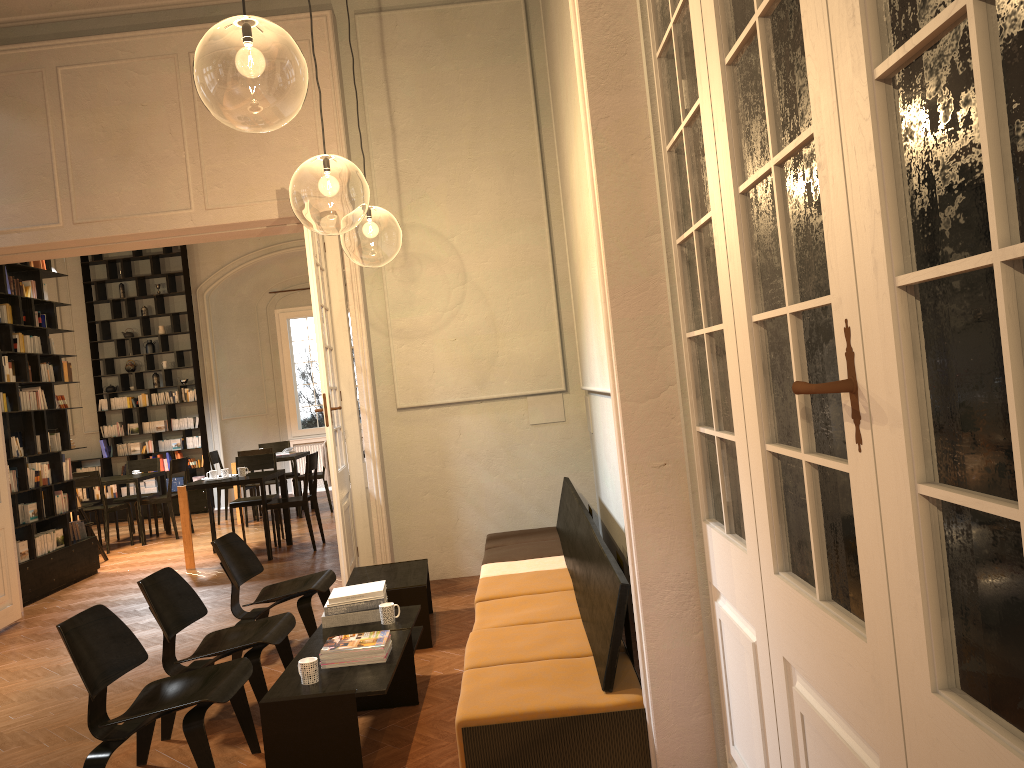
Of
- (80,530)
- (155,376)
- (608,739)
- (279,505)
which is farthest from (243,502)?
(608,739)

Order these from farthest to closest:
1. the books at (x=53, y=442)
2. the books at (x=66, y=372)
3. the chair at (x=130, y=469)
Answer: the chair at (x=130, y=469) → the books at (x=66, y=372) → the books at (x=53, y=442)

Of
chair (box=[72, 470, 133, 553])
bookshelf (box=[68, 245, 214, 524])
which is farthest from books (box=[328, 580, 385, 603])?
bookshelf (box=[68, 245, 214, 524])

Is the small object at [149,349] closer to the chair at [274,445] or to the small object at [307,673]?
the chair at [274,445]

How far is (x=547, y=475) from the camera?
7.7 meters

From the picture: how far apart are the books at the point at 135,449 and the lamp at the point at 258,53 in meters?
6.3 m

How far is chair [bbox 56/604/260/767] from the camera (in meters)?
3.74

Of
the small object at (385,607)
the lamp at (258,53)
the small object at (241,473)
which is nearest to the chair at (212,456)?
the small object at (241,473)

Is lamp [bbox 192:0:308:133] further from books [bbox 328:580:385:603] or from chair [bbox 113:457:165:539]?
chair [bbox 113:457:165:539]

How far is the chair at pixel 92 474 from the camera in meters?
11.3 m
